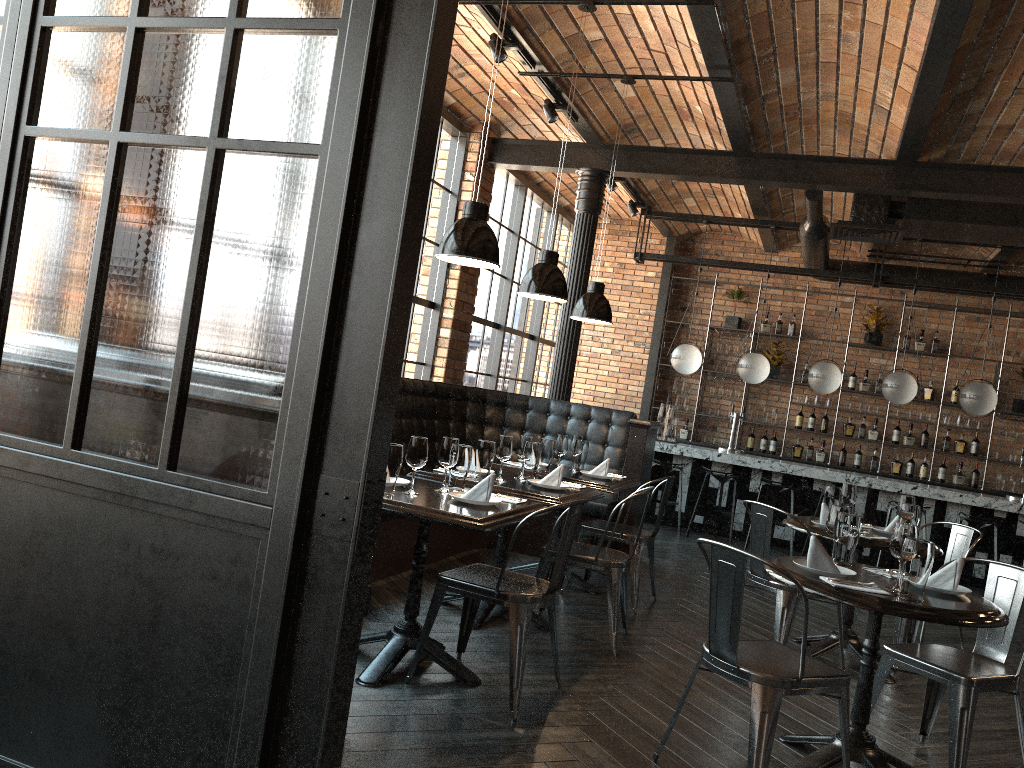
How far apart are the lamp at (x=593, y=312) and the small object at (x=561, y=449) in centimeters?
80cm

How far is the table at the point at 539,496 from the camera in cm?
444

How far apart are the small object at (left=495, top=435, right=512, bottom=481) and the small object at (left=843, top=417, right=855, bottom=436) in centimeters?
741cm

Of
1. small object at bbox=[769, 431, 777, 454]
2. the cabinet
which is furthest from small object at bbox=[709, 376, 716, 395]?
small object at bbox=[769, 431, 777, 454]

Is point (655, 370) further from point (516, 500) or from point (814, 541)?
point (814, 541)

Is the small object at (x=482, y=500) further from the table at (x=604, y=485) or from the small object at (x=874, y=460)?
the small object at (x=874, y=460)

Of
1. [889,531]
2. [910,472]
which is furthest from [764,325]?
[889,531]

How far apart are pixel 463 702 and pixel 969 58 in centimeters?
460cm

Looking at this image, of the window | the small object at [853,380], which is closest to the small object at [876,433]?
the small object at [853,380]

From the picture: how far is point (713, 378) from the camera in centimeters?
1172cm
